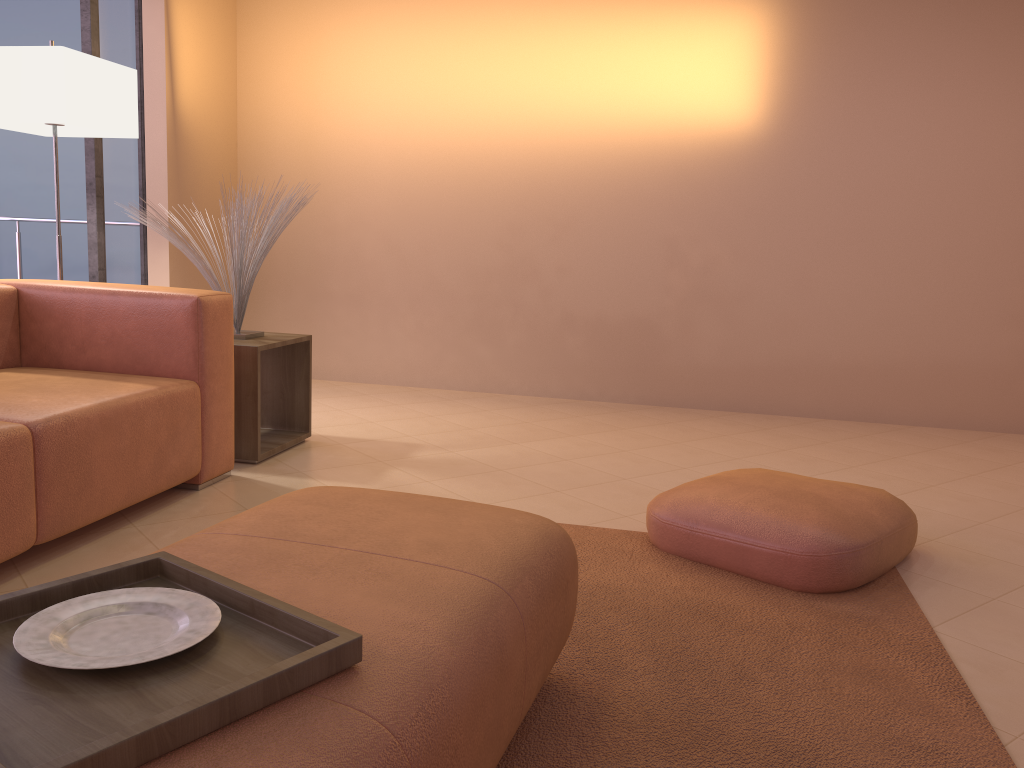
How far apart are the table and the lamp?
1.0 meters

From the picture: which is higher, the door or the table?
the door

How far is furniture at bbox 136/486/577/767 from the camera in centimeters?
97cm

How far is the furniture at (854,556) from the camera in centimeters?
229cm

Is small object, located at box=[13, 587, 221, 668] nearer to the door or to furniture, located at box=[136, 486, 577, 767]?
furniture, located at box=[136, 486, 577, 767]

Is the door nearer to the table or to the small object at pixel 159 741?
the table

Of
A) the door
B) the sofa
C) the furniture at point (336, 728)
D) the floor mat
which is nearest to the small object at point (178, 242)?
the sofa

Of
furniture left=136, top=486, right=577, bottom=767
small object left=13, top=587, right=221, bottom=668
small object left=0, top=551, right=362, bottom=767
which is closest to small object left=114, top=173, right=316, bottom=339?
furniture left=136, top=486, right=577, bottom=767

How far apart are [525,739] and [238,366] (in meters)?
2.14

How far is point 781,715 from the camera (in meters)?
1.68
